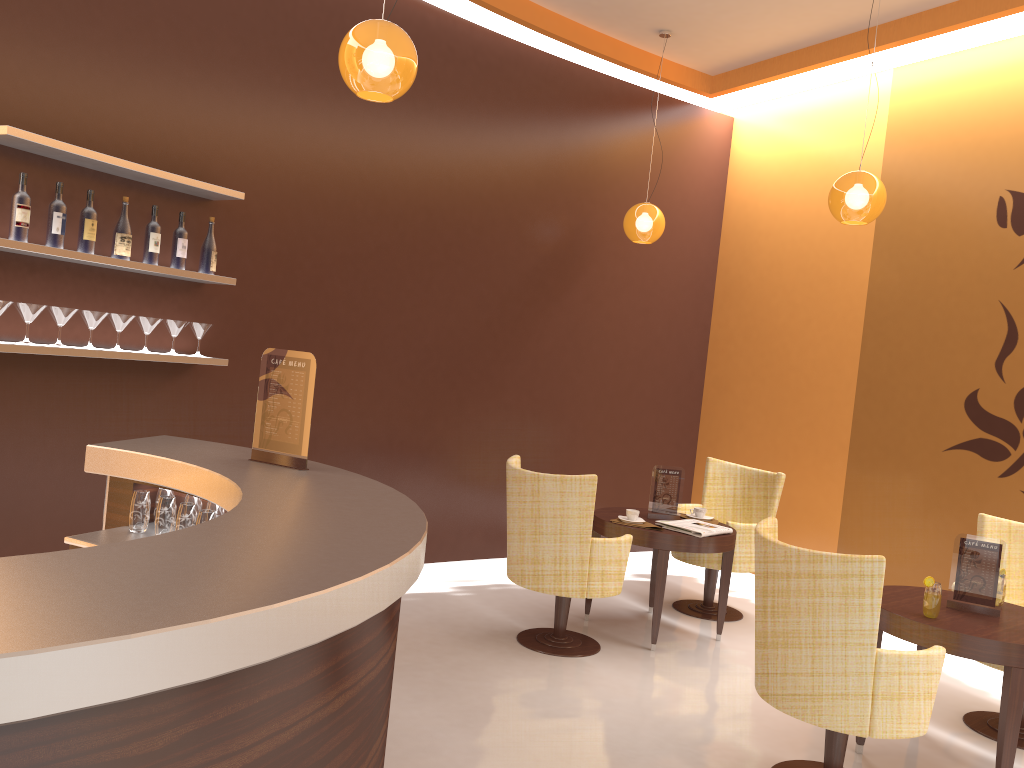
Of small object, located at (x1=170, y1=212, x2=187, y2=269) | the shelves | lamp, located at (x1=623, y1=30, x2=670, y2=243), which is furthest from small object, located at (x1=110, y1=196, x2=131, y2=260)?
lamp, located at (x1=623, y1=30, x2=670, y2=243)

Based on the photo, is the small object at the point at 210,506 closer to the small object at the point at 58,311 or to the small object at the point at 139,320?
the small object at the point at 58,311

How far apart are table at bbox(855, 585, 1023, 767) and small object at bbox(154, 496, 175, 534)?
2.89m

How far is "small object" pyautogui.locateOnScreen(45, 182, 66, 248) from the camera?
3.85m

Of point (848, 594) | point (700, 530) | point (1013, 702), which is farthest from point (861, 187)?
point (1013, 702)

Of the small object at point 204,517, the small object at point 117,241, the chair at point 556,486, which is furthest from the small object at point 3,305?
the chair at point 556,486

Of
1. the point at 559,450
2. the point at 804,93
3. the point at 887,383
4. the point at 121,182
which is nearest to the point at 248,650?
the point at 121,182

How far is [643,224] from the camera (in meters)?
6.21

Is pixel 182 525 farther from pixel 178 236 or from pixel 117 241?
pixel 178 236

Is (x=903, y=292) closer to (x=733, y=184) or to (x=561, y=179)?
(x=733, y=184)
